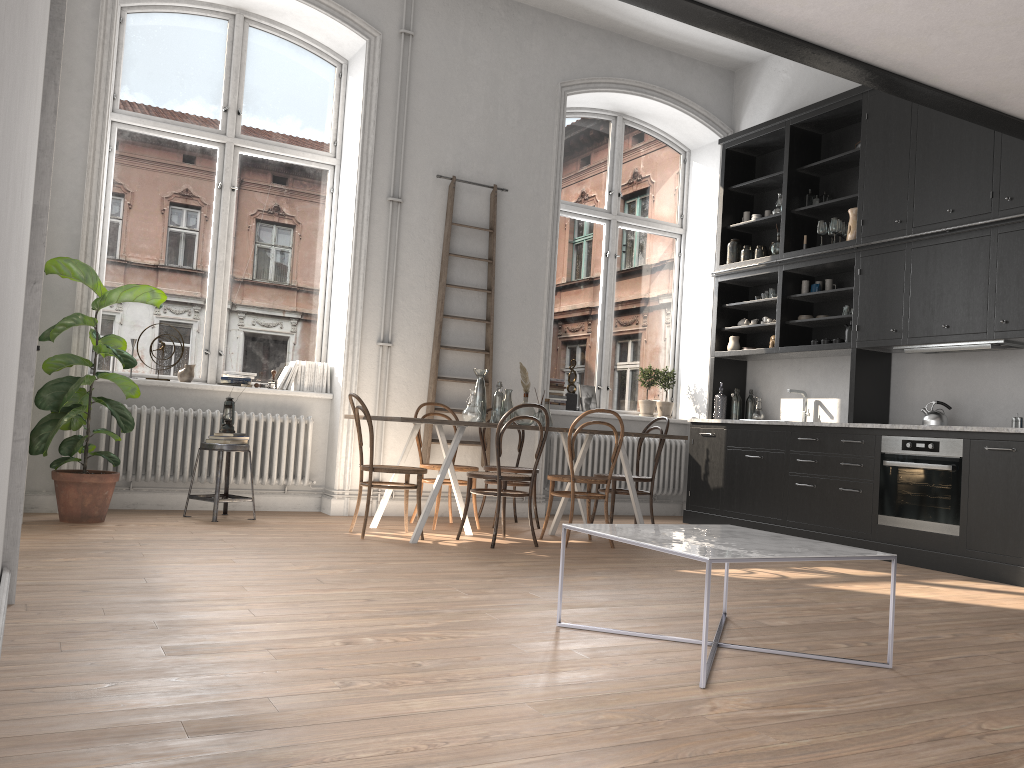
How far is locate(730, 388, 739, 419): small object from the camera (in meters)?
8.05

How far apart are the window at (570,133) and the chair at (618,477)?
1.7m

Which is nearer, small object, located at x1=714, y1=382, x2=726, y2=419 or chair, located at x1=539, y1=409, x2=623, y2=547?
chair, located at x1=539, y1=409, x2=623, y2=547

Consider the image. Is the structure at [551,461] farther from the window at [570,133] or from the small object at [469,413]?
the small object at [469,413]

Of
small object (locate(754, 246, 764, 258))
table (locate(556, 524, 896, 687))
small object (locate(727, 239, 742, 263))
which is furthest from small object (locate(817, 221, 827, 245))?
table (locate(556, 524, 896, 687))

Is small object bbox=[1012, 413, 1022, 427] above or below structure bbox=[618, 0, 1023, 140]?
below

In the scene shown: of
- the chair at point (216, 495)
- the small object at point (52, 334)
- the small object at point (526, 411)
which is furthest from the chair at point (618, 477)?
the small object at point (52, 334)

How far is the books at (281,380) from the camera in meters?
7.0

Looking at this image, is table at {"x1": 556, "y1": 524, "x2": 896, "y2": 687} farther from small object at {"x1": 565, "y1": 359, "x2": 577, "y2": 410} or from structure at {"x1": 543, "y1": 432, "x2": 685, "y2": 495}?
small object at {"x1": 565, "y1": 359, "x2": 577, "y2": 410}

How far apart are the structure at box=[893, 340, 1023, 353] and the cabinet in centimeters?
5cm
